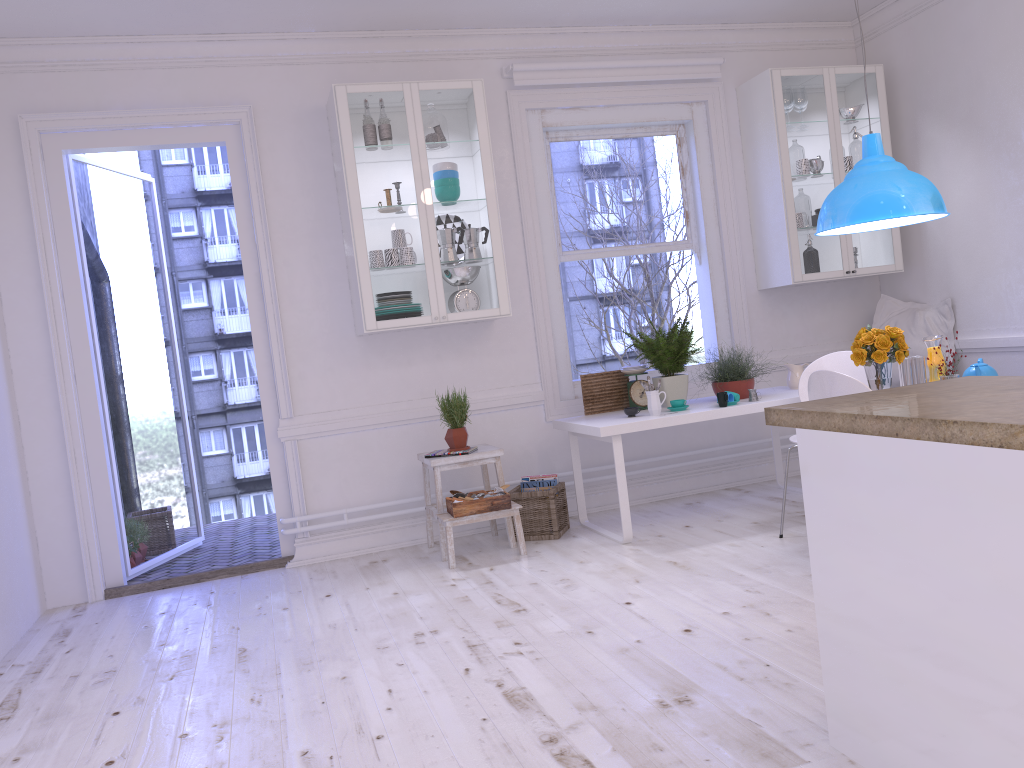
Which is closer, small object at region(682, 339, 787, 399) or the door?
Result: the door

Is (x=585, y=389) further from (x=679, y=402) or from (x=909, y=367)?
(x=909, y=367)

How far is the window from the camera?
5.45m

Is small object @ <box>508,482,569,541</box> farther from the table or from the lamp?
the lamp

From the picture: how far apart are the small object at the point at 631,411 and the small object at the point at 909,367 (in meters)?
1.36

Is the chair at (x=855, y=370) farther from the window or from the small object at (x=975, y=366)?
the window

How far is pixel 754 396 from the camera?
4.8 meters

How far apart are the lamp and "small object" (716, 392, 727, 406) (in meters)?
0.97

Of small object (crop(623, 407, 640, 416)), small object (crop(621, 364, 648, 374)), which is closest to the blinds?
small object (crop(621, 364, 648, 374))

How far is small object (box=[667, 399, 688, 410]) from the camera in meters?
4.7 m
